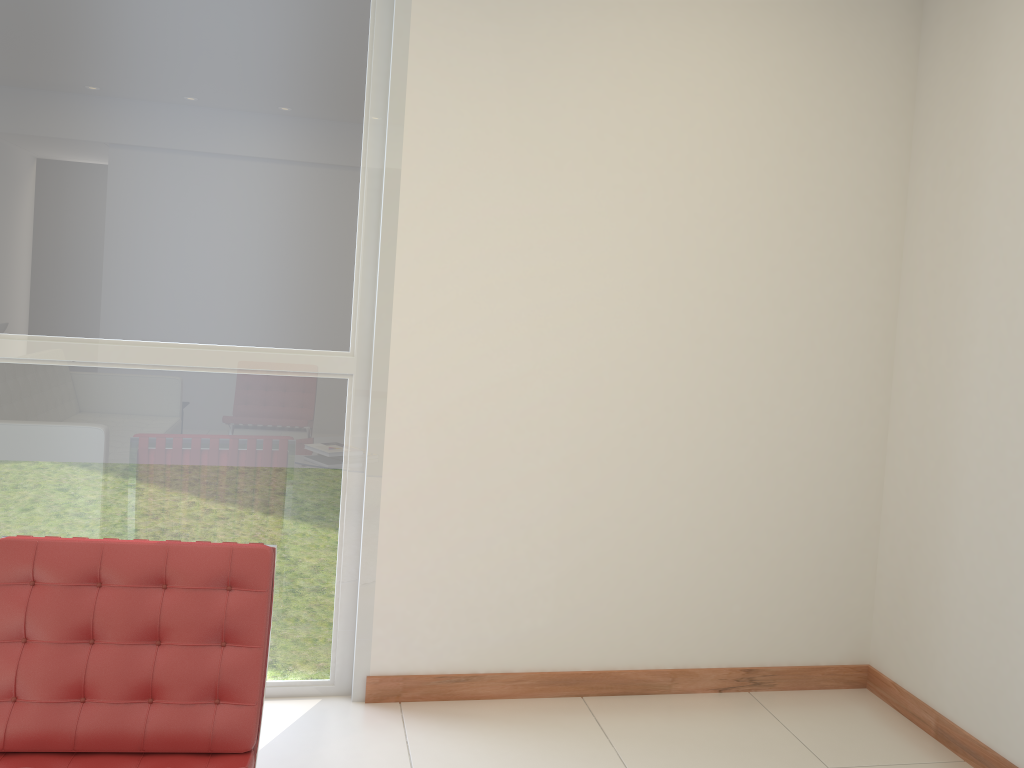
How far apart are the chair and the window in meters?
0.8 m

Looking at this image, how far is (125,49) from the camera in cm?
299

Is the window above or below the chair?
above

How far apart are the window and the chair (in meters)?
0.84

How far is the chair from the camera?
2.21m

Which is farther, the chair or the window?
the window

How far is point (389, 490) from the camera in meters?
3.3 m

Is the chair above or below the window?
below

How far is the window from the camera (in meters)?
2.99

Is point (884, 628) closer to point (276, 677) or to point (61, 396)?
point (276, 677)
